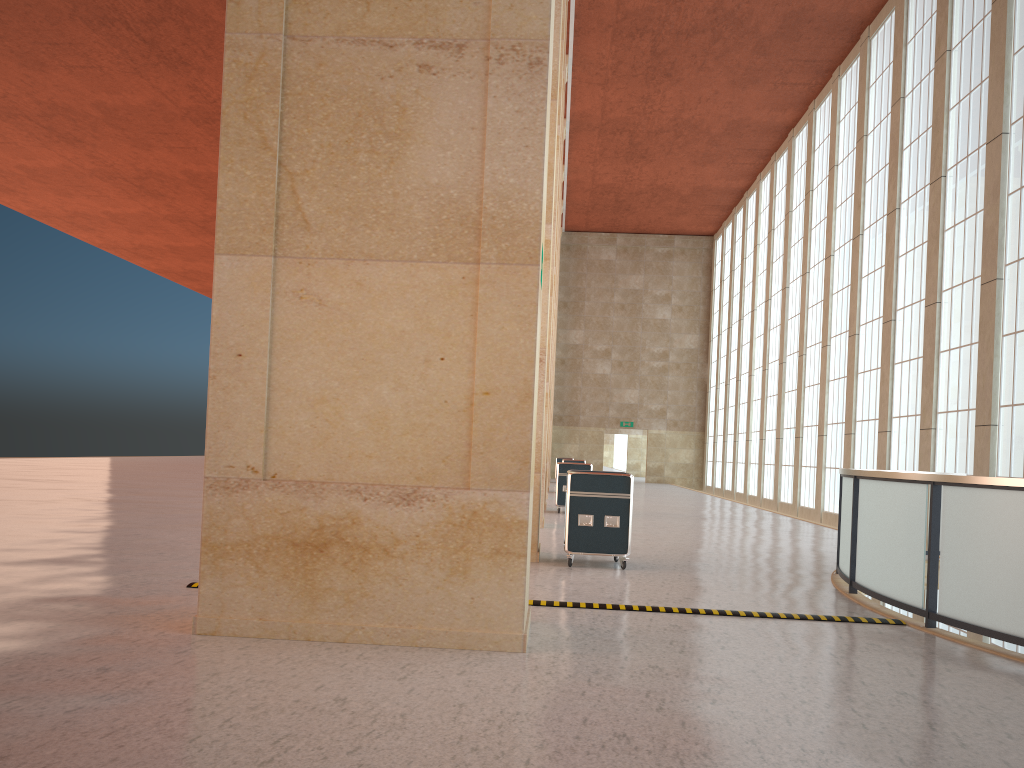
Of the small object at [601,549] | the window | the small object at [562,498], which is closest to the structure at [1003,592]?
the small object at [601,549]

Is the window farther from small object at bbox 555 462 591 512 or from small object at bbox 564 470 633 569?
small object at bbox 564 470 633 569

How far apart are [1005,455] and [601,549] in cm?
1211

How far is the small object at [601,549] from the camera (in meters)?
14.00

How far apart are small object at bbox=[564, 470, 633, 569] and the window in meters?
10.9

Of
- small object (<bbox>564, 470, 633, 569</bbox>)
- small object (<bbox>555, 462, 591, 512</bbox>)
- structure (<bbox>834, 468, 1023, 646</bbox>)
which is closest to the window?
structure (<bbox>834, 468, 1023, 646</bbox>)

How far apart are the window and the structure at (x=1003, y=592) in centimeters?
386cm

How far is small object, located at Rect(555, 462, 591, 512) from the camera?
26.33m

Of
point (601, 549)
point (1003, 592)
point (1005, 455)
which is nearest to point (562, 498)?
point (1005, 455)

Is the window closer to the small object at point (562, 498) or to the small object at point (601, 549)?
the small object at point (562, 498)
